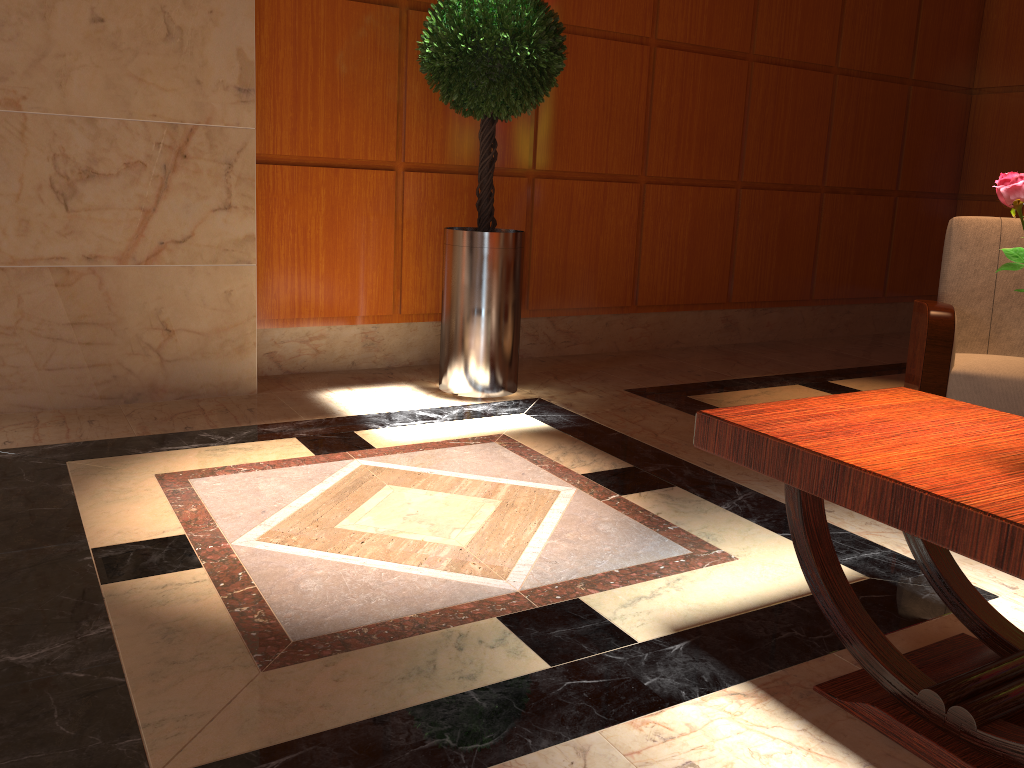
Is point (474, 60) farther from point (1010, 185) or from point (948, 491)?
point (948, 491)

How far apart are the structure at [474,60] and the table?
2.3m

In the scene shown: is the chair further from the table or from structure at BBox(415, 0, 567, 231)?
structure at BBox(415, 0, 567, 231)

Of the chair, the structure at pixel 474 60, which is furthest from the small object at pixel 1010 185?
the structure at pixel 474 60

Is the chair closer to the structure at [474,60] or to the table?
the table

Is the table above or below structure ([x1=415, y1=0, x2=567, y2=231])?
below

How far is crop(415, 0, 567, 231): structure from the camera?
3.79m

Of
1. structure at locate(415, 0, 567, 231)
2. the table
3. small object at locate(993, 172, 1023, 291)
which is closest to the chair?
the table

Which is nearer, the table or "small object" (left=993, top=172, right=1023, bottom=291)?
the table

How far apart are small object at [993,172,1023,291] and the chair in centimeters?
204cm
